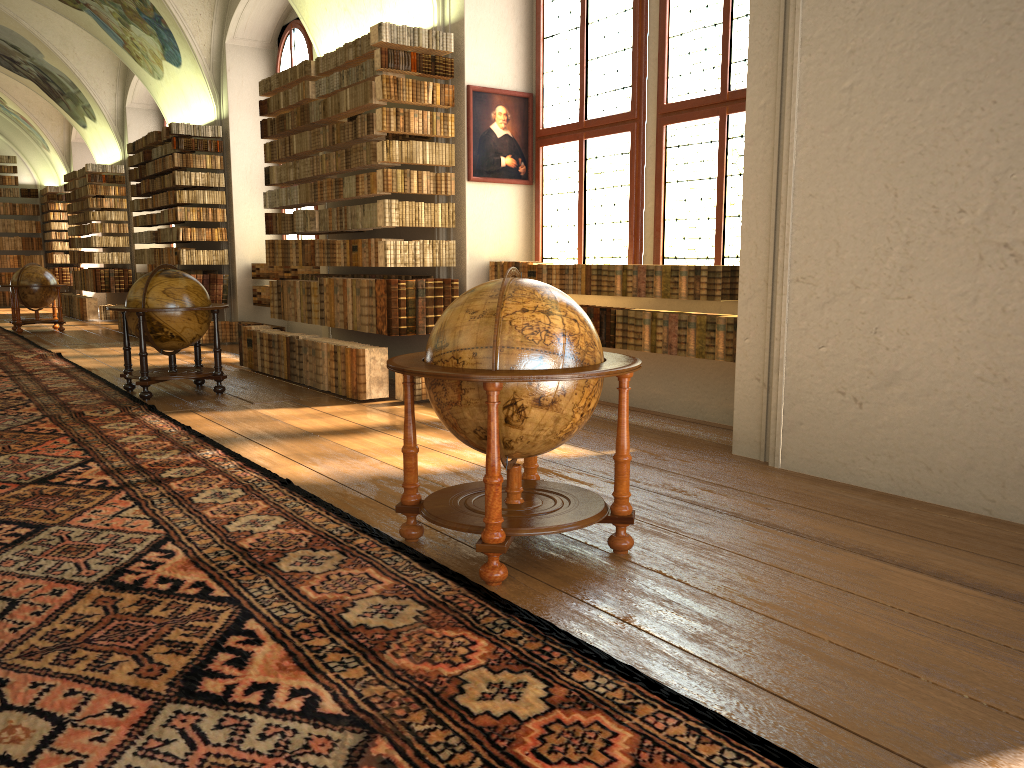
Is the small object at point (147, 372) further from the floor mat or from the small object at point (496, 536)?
the small object at point (496, 536)

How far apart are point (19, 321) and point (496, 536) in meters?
17.6 m

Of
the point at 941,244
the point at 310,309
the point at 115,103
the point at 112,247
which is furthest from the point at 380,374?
the point at 112,247

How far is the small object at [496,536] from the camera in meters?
4.0

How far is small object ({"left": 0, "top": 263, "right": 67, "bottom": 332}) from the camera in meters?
18.3

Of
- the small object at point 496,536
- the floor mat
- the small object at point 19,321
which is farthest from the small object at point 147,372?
the small object at point 19,321

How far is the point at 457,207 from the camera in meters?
9.8

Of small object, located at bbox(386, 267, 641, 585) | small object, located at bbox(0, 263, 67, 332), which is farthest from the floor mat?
small object, located at bbox(0, 263, 67, 332)

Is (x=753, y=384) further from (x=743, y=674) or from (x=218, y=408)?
(x=218, y=408)

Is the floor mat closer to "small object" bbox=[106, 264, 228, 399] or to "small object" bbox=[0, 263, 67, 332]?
"small object" bbox=[106, 264, 228, 399]
